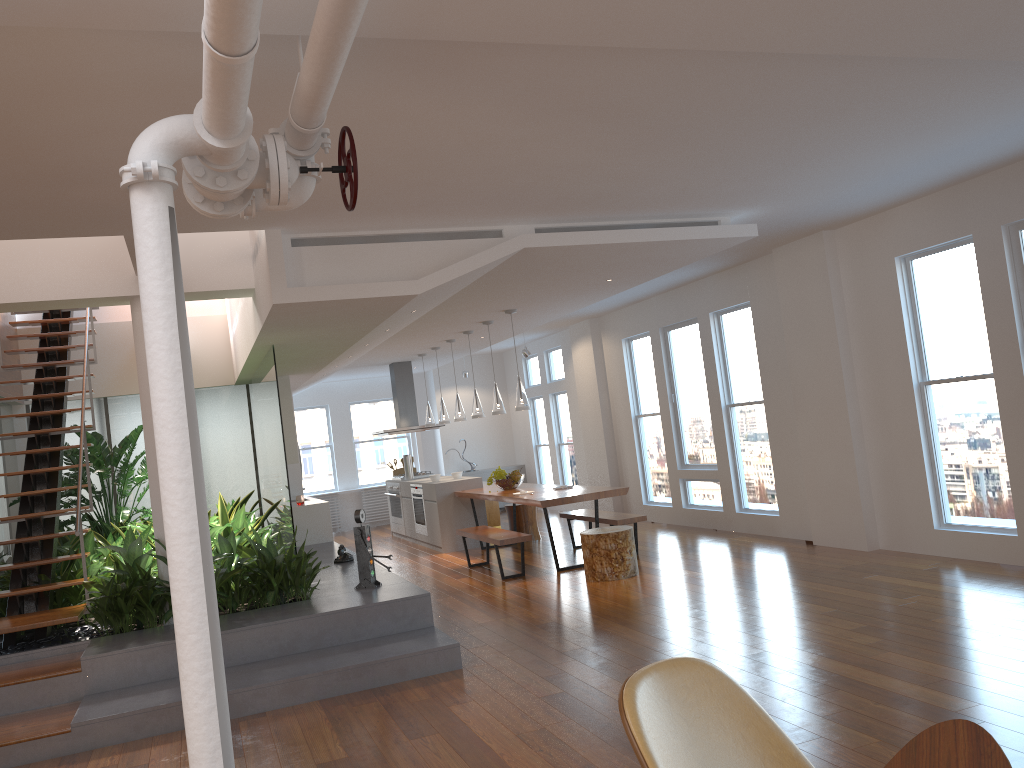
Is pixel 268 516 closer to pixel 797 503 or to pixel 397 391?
pixel 397 391

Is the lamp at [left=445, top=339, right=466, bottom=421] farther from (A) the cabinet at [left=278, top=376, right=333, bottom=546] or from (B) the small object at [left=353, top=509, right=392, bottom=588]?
(B) the small object at [left=353, top=509, right=392, bottom=588]

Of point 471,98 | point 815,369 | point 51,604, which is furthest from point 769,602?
point 51,604

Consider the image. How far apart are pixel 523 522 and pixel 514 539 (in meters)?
Answer: 2.60

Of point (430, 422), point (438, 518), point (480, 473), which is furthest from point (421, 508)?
point (480, 473)

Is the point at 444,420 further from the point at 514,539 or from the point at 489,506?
the point at 514,539

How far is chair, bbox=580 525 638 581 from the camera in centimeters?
746cm

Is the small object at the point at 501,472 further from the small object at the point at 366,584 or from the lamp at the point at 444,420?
the small object at the point at 366,584

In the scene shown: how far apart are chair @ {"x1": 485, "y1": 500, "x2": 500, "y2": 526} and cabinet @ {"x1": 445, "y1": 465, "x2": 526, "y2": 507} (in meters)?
2.10

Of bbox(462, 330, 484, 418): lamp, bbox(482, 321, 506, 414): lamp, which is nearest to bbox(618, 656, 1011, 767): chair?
bbox(482, 321, 506, 414): lamp
